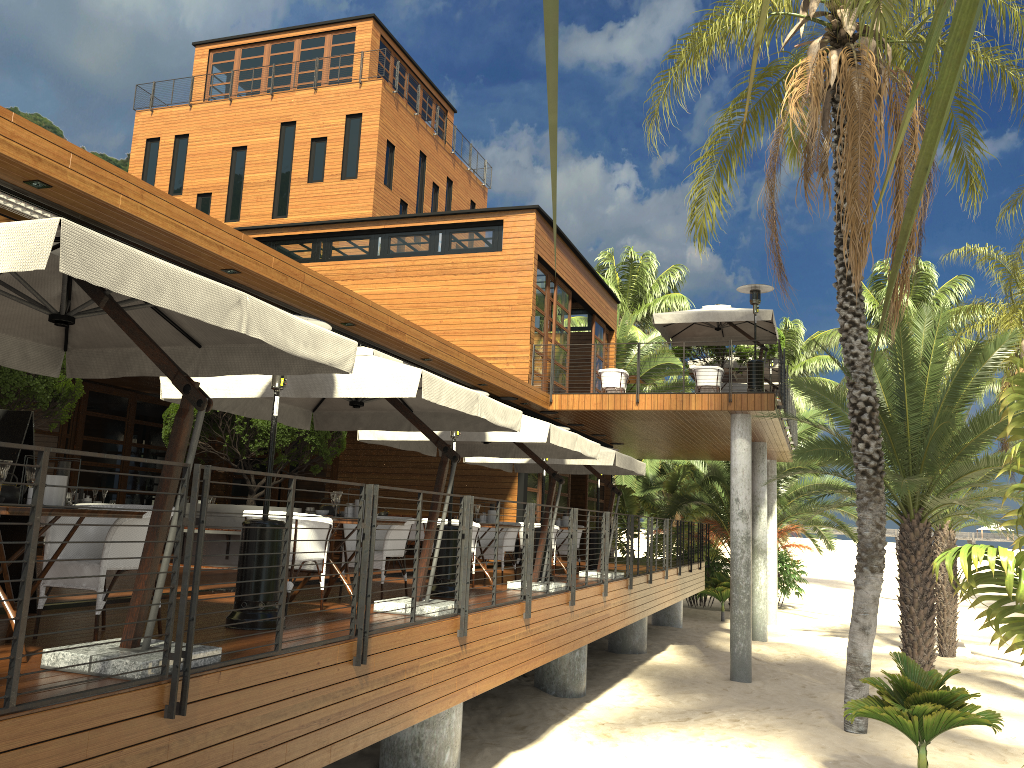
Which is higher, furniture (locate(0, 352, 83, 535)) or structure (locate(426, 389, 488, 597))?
furniture (locate(0, 352, 83, 535))

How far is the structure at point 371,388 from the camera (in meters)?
6.69

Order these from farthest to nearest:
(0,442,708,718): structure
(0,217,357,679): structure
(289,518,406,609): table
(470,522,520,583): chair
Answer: (470,522,520,583): chair
(289,518,406,609): table
(0,217,357,679): structure
(0,442,708,718): structure

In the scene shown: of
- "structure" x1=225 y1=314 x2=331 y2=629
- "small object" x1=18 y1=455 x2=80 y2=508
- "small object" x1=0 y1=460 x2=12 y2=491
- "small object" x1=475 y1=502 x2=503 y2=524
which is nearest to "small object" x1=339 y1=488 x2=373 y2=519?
"structure" x1=225 y1=314 x2=331 y2=629

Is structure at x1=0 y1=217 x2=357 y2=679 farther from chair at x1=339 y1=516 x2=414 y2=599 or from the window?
the window

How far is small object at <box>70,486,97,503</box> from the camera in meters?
12.7

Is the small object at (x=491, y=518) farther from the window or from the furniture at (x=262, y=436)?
the window

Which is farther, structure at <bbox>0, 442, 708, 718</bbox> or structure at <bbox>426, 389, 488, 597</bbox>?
structure at <bbox>426, 389, 488, 597</bbox>

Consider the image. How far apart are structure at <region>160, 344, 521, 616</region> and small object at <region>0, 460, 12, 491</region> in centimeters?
257cm

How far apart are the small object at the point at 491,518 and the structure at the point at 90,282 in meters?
5.5 m
